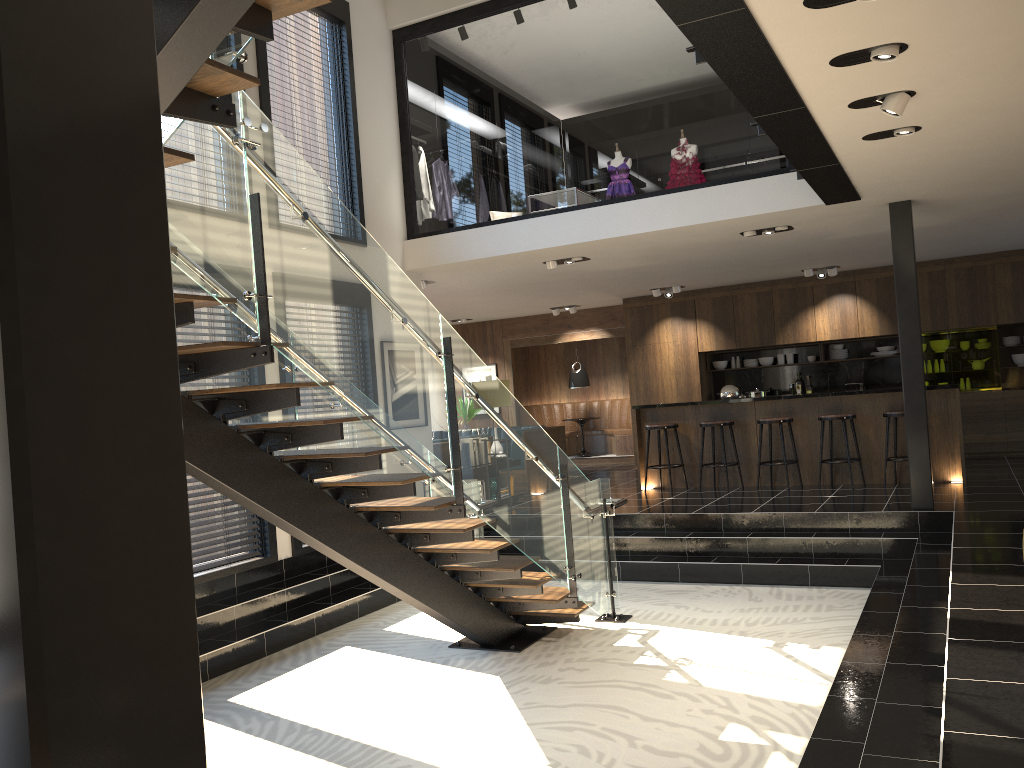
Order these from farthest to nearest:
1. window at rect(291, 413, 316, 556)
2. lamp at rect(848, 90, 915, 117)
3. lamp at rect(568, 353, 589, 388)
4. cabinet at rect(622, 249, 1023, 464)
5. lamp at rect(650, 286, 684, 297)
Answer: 1. lamp at rect(568, 353, 589, 388)
2. lamp at rect(650, 286, 684, 297)
3. cabinet at rect(622, 249, 1023, 464)
4. window at rect(291, 413, 316, 556)
5. lamp at rect(848, 90, 915, 117)

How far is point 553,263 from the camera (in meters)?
9.71

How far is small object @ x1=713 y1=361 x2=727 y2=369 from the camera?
13.9m

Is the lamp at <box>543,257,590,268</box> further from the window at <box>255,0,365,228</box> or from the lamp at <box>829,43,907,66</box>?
the lamp at <box>829,43,907,66</box>

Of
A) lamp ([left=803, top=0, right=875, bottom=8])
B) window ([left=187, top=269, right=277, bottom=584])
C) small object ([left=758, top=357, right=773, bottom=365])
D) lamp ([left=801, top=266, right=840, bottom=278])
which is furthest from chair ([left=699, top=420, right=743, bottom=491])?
lamp ([left=803, top=0, right=875, bottom=8])

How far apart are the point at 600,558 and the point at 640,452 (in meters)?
4.19

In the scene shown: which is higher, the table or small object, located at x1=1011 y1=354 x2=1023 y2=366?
small object, located at x1=1011 y1=354 x2=1023 y2=366

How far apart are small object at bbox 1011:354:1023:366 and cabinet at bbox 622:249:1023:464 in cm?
26

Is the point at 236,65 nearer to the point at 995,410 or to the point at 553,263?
Answer: the point at 553,263

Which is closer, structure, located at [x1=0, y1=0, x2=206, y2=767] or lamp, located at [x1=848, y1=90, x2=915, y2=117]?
structure, located at [x1=0, y1=0, x2=206, y2=767]
